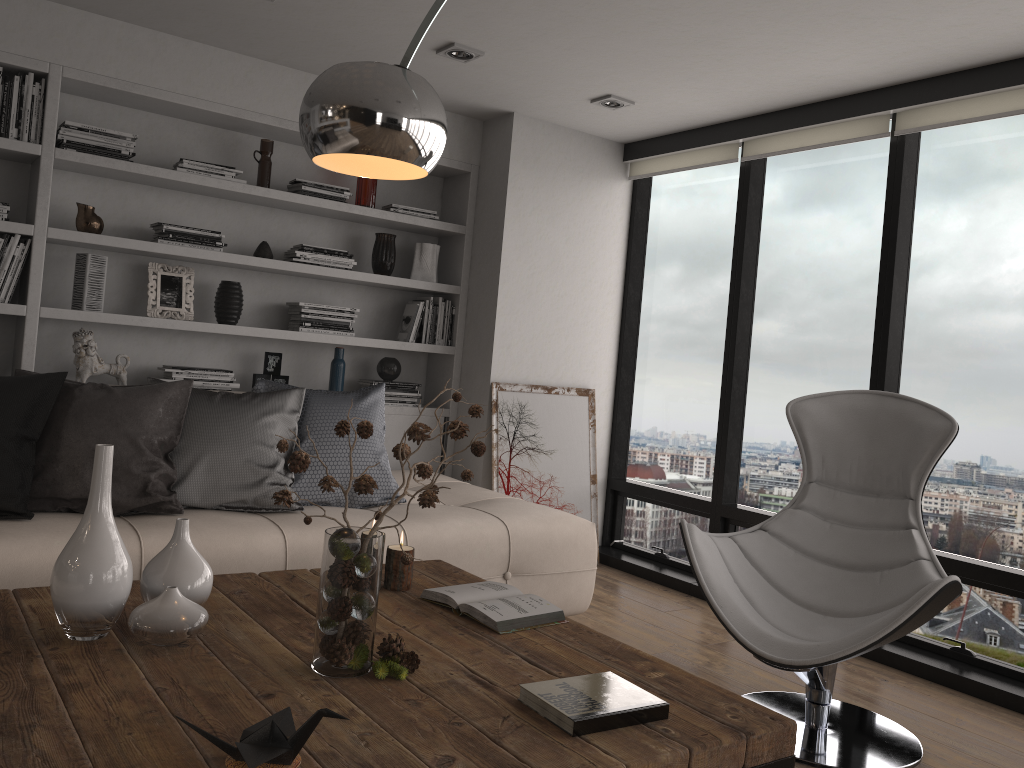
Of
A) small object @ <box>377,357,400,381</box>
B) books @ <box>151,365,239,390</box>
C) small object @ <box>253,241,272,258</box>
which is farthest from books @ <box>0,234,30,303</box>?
small object @ <box>377,357,400,381</box>

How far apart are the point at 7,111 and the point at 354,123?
2.7m

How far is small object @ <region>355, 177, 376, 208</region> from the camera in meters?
4.7

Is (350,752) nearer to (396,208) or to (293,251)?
(293,251)

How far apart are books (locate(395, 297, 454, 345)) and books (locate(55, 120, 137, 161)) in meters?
1.6 m

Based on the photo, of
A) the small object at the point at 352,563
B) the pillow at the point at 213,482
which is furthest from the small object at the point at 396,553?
the pillow at the point at 213,482

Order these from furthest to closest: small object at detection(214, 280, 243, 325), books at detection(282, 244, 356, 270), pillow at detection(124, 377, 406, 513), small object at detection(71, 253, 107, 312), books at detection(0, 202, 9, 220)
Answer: books at detection(282, 244, 356, 270) < small object at detection(214, 280, 243, 325) < small object at detection(71, 253, 107, 312) < books at detection(0, 202, 9, 220) < pillow at detection(124, 377, 406, 513)

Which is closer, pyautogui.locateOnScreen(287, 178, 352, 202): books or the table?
the table

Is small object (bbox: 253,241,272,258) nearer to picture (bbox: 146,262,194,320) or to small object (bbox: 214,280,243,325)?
small object (bbox: 214,280,243,325)

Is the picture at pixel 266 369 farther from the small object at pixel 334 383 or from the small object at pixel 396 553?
the small object at pixel 396 553
